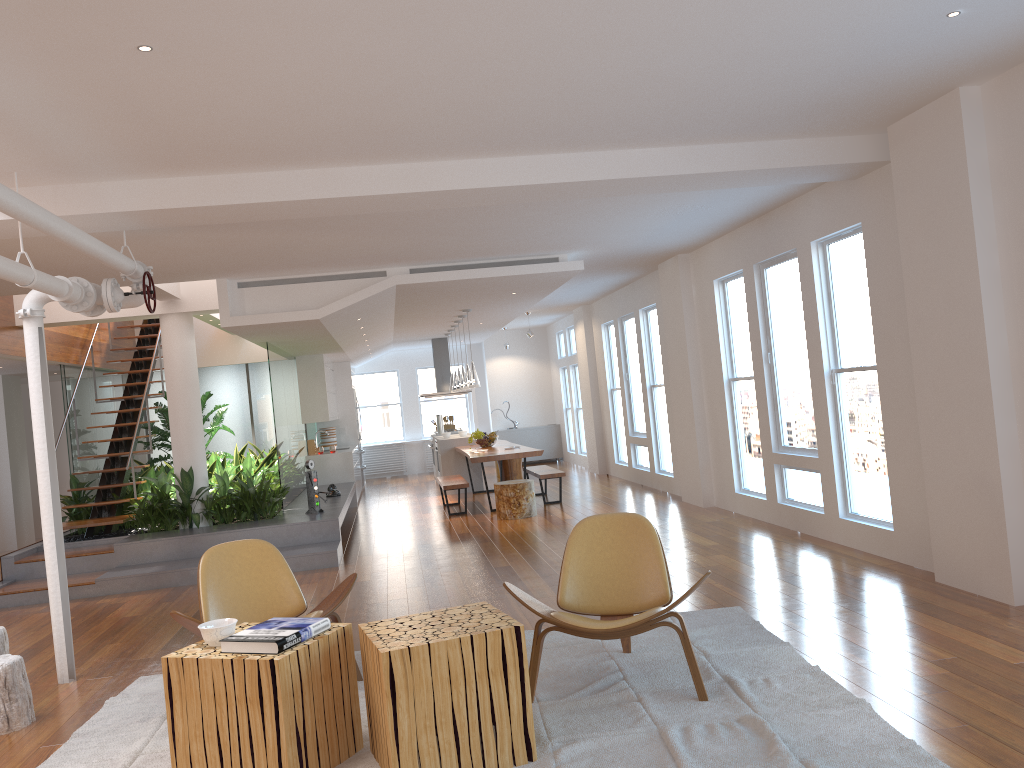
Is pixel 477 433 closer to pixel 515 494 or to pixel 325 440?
pixel 515 494

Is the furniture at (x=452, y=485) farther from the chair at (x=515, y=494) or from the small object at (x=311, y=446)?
the small object at (x=311, y=446)

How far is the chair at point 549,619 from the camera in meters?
3.9 m

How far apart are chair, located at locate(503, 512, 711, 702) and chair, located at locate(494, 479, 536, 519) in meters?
5.4 m

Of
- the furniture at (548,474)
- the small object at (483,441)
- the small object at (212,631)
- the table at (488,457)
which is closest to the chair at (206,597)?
the small object at (212,631)

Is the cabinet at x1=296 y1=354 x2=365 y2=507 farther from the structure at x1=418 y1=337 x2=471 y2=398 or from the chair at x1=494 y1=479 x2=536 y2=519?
the chair at x1=494 y1=479 x2=536 y2=519

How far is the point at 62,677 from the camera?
5.1 meters

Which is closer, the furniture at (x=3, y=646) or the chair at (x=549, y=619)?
the chair at (x=549, y=619)

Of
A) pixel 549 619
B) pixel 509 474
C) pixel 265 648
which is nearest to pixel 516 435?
pixel 509 474

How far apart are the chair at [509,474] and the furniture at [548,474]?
1.46m
